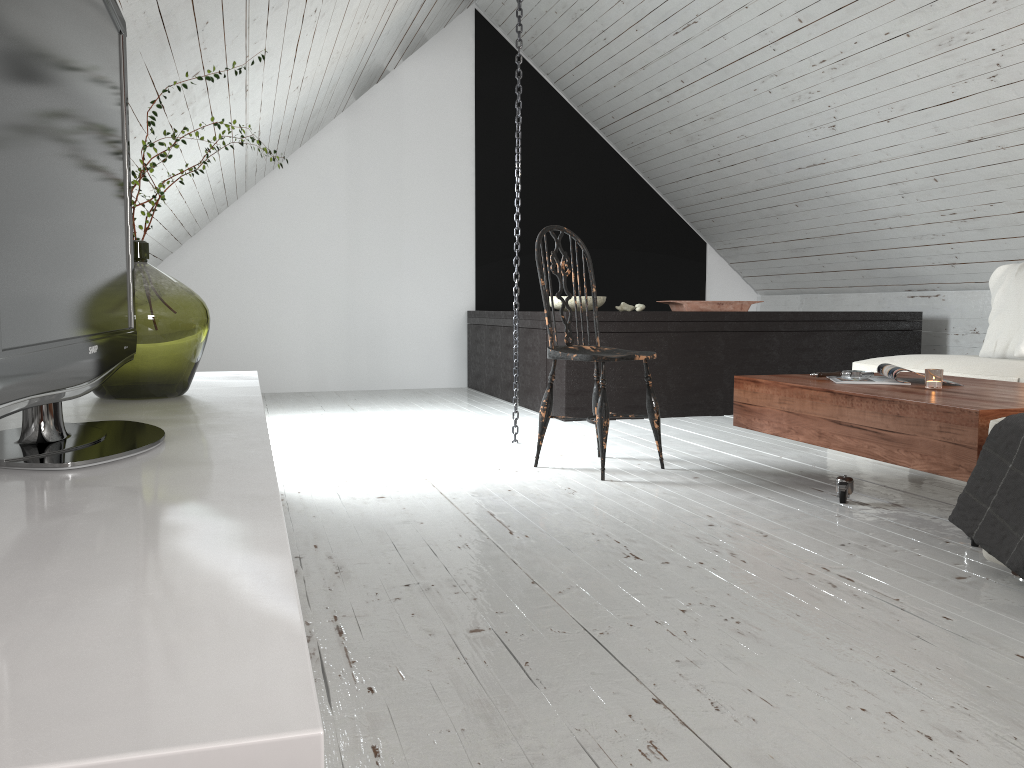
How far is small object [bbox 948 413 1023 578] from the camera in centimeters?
189cm

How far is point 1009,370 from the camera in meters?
3.3

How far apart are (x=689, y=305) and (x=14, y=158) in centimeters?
420cm

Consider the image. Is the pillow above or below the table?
above

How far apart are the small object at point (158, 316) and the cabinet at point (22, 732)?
0.0 meters

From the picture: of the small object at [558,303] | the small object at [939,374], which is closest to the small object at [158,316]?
the small object at [939,374]

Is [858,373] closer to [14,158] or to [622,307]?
[622,307]

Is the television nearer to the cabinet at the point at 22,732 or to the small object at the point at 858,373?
the cabinet at the point at 22,732

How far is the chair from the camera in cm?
309

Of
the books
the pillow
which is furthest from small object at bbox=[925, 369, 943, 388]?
the pillow
